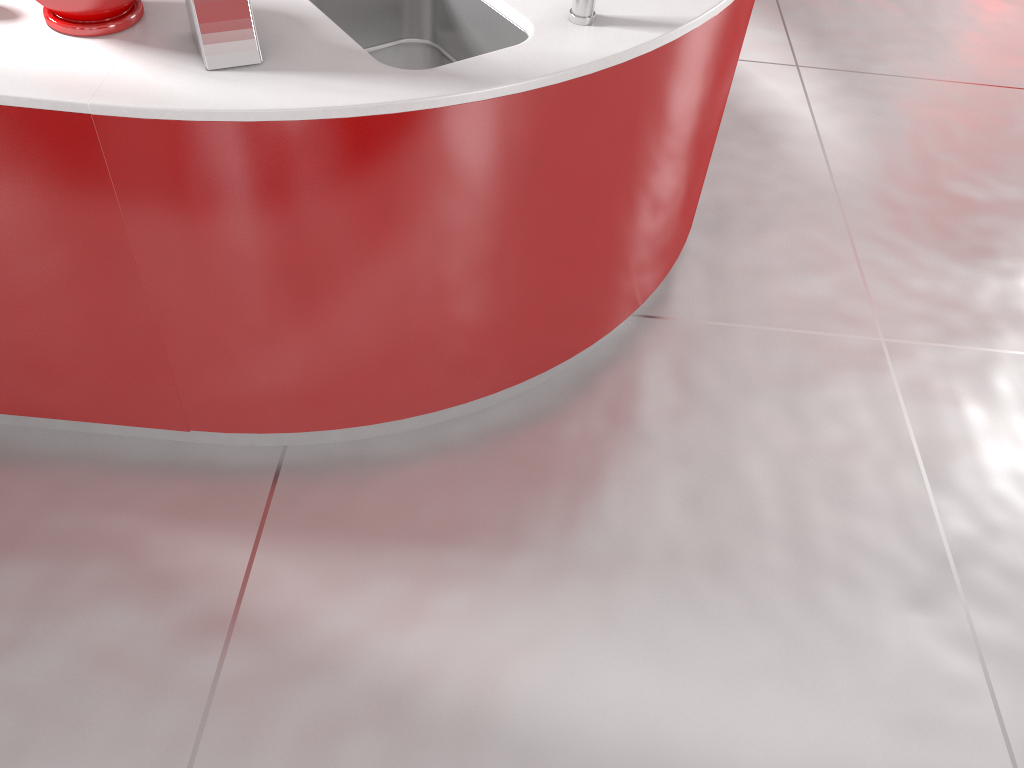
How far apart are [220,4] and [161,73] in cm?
14

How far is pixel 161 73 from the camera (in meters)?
1.41

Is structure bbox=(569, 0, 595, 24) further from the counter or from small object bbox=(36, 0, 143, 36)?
small object bbox=(36, 0, 143, 36)

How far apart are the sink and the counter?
0.0m

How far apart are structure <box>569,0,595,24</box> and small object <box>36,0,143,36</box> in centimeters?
75cm

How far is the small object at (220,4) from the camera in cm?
139

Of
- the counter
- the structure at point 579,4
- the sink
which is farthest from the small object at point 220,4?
the structure at point 579,4

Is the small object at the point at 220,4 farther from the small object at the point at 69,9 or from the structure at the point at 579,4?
the structure at the point at 579,4

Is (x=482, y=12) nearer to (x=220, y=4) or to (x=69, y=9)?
(x=220, y=4)

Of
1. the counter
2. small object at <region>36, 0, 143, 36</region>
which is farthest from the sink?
small object at <region>36, 0, 143, 36</region>
